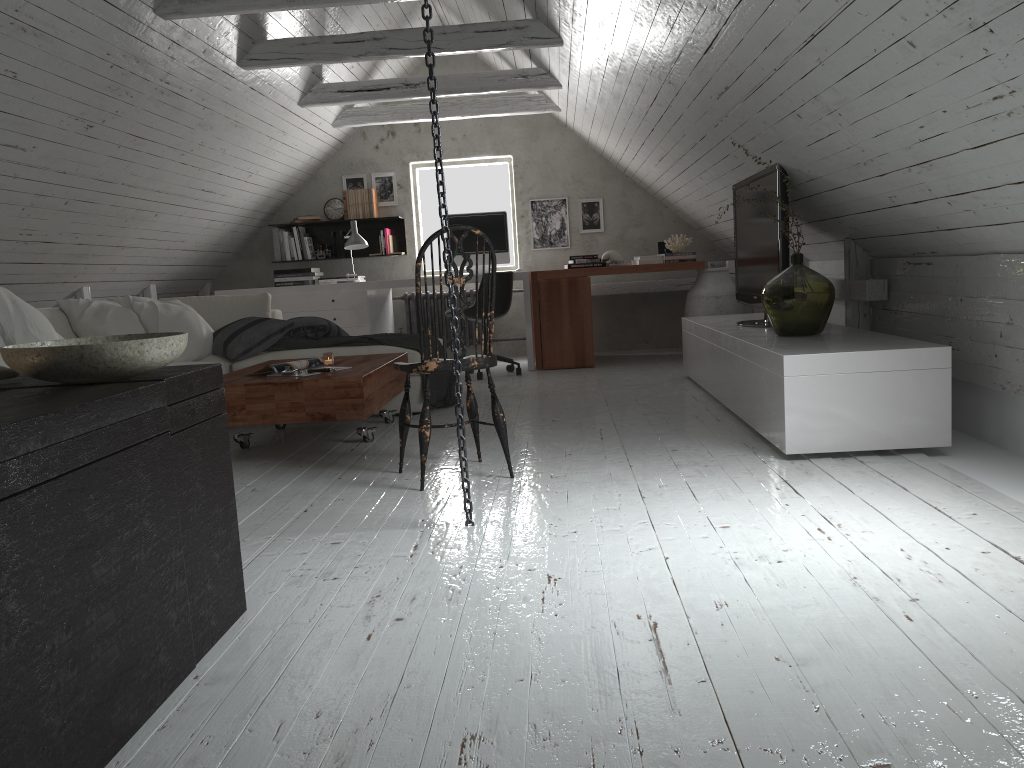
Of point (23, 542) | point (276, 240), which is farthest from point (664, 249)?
point (23, 542)

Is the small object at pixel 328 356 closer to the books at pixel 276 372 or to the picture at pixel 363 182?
the books at pixel 276 372

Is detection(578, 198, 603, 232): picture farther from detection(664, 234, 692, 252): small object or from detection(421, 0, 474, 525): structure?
detection(421, 0, 474, 525): structure

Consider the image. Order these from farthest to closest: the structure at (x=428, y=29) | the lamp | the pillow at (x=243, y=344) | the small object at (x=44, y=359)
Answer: the lamp < the pillow at (x=243, y=344) < the structure at (x=428, y=29) < the small object at (x=44, y=359)

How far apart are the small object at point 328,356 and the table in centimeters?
7cm

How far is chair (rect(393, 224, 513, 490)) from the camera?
3.1m

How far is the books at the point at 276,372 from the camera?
3.86m

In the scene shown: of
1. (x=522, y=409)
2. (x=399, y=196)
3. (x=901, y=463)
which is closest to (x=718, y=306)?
(x=522, y=409)

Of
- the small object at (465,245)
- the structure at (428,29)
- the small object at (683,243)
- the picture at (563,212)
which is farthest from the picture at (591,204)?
the structure at (428,29)

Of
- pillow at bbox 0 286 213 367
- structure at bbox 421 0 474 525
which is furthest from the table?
structure at bbox 421 0 474 525
